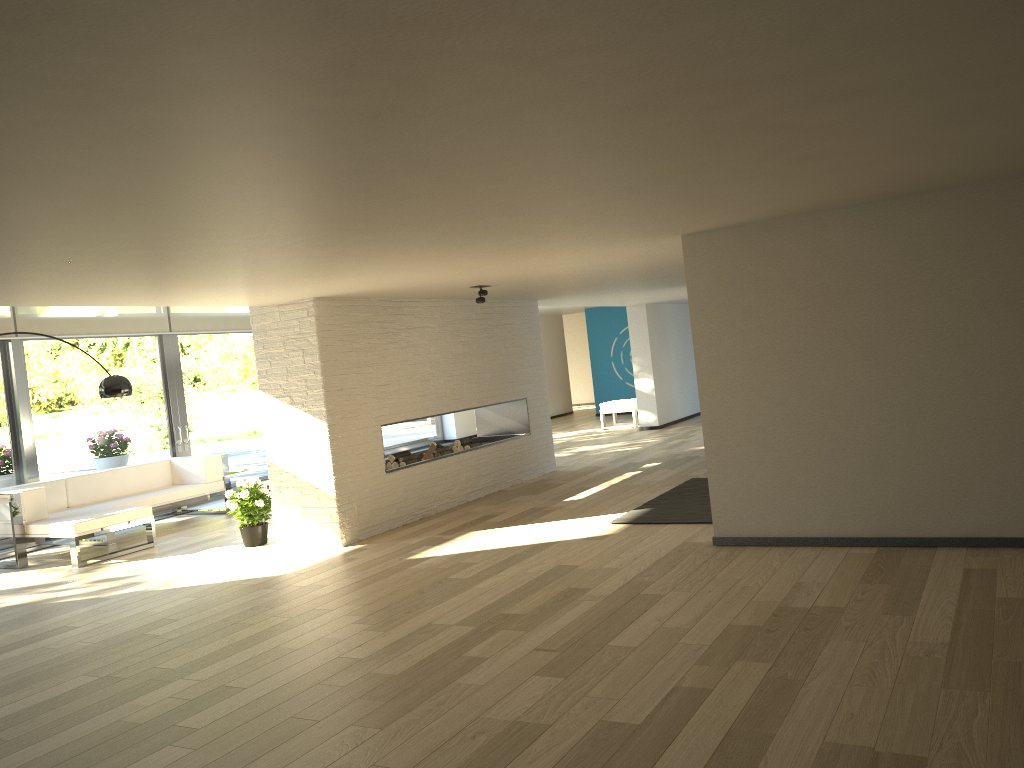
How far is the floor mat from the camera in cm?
656

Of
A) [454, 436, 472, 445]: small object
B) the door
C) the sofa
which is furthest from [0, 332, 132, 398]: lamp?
[454, 436, 472, 445]: small object

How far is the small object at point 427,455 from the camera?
8.55m

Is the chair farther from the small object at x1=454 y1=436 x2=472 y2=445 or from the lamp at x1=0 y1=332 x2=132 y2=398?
the lamp at x1=0 y1=332 x2=132 y2=398

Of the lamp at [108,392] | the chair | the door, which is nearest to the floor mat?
the lamp at [108,392]

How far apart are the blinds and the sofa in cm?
161

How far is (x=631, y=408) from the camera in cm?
1445

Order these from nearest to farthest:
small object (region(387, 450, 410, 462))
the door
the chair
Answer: small object (region(387, 450, 410, 462))
the door
the chair

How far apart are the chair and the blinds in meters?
6.0 m

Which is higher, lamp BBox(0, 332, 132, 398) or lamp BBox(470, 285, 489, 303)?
lamp BBox(470, 285, 489, 303)
